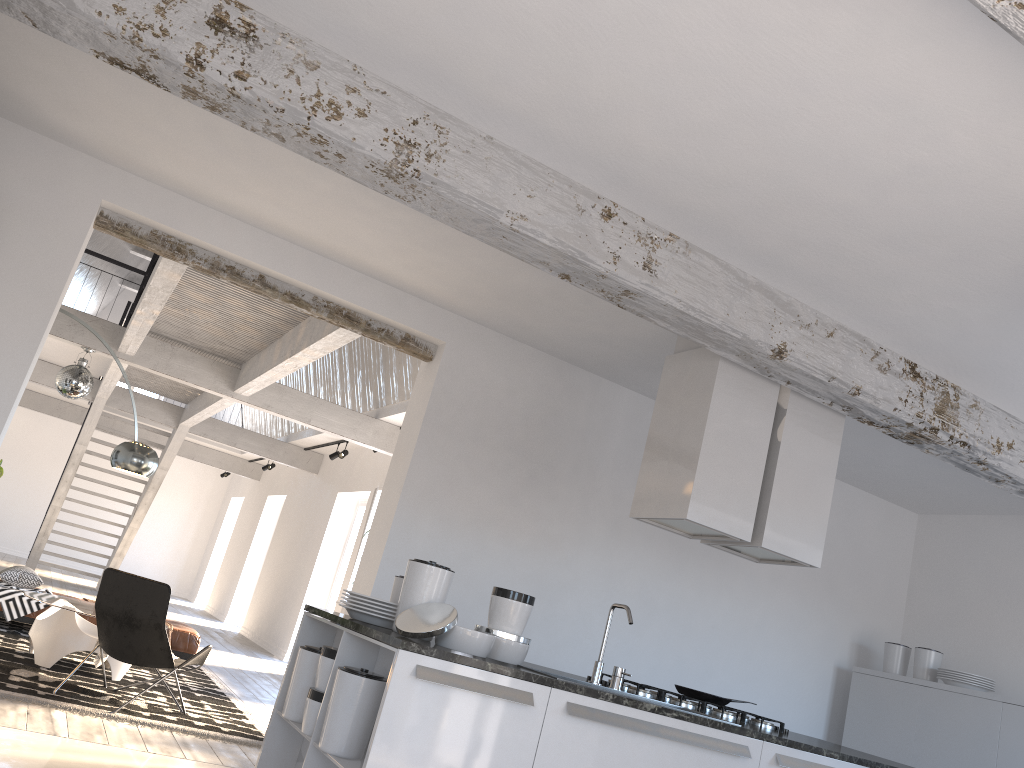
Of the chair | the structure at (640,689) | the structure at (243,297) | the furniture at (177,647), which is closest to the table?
the chair

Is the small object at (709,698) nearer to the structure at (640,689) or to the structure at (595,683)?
the structure at (640,689)

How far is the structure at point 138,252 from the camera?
16.0 meters

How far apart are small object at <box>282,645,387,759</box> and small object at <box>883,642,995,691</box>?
4.4m

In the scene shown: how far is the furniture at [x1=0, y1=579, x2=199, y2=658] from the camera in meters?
8.3 m

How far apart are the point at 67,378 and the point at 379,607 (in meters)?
6.26

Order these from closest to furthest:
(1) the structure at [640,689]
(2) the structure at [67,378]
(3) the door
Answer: (1) the structure at [640,689] → (2) the structure at [67,378] → (3) the door

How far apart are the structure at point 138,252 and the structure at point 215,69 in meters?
14.0 m

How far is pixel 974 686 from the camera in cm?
585

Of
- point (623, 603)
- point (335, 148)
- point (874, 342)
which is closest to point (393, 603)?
point (335, 148)
